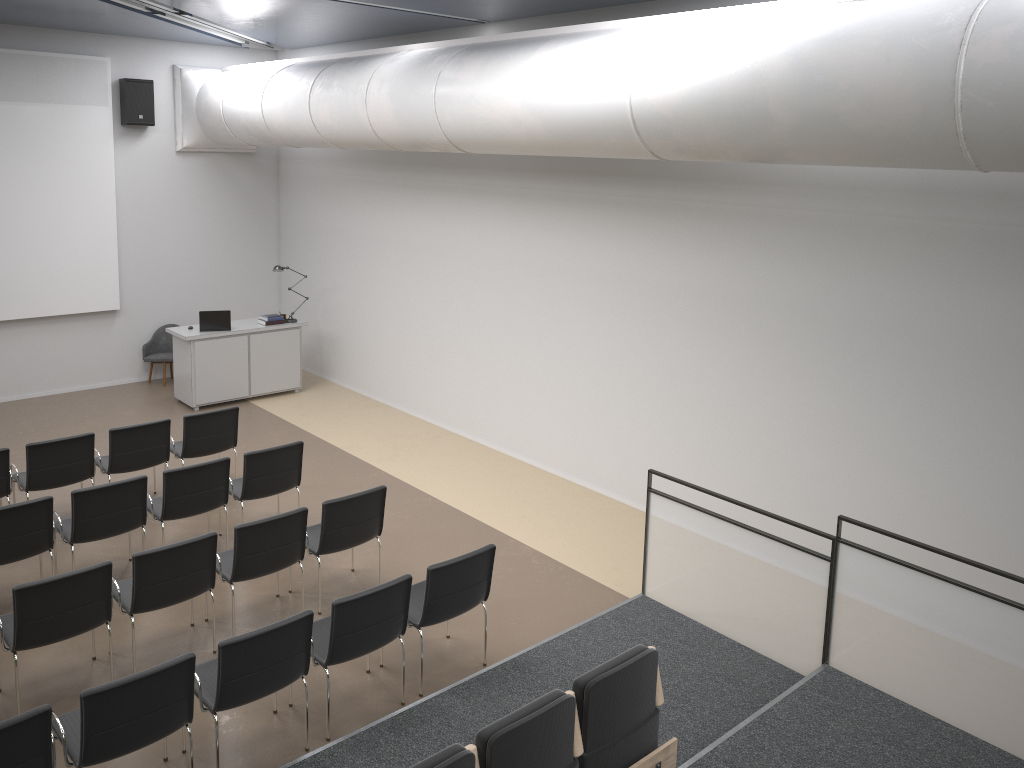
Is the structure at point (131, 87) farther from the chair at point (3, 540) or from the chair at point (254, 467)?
the chair at point (3, 540)

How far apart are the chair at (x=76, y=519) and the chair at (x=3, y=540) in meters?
0.1

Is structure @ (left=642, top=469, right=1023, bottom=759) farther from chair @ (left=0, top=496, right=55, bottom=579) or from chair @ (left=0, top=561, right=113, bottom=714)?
chair @ (left=0, top=496, right=55, bottom=579)

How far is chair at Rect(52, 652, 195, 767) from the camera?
4.4m

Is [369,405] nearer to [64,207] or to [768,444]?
[64,207]

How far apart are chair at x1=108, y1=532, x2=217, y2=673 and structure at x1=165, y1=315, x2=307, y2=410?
5.5m

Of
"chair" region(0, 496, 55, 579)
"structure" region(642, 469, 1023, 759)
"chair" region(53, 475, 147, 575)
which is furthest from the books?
"structure" region(642, 469, 1023, 759)

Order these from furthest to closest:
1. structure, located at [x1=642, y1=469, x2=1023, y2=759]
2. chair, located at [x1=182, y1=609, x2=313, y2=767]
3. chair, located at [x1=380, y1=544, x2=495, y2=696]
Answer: chair, located at [x1=380, y1=544, x2=495, y2=696]
structure, located at [x1=642, y1=469, x2=1023, y2=759]
chair, located at [x1=182, y1=609, x2=313, y2=767]

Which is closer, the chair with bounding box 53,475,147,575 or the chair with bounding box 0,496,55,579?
the chair with bounding box 0,496,55,579

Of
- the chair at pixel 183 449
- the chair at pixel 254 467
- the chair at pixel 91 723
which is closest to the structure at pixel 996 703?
the chair at pixel 254 467
